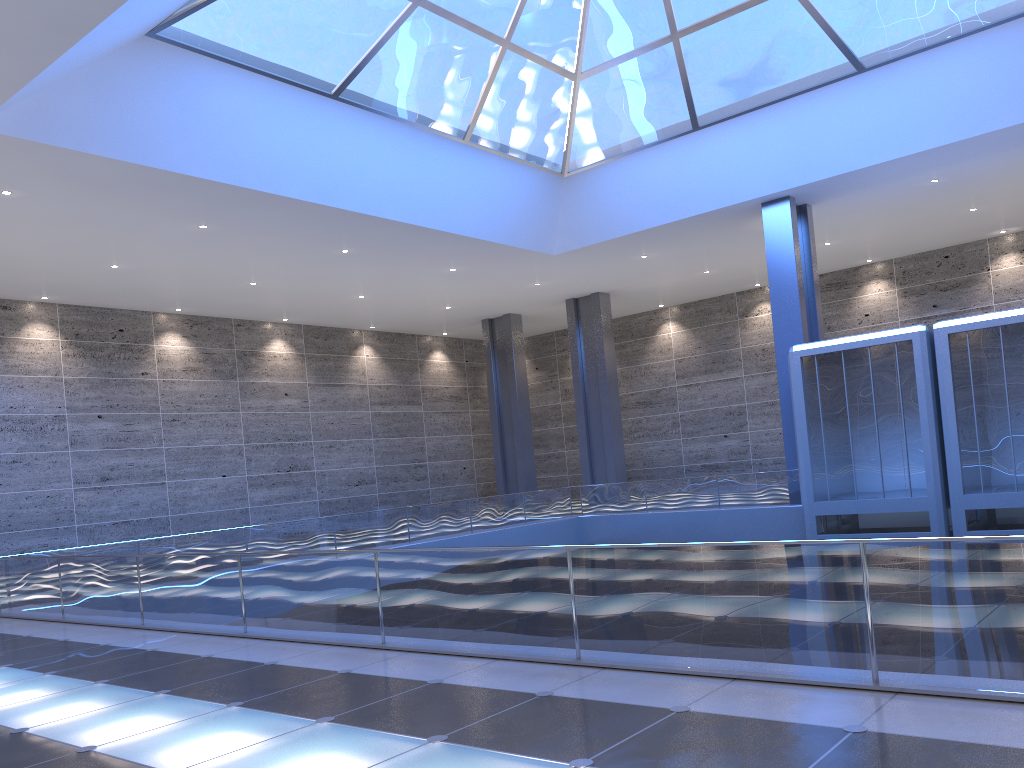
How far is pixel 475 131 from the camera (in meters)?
24.52
